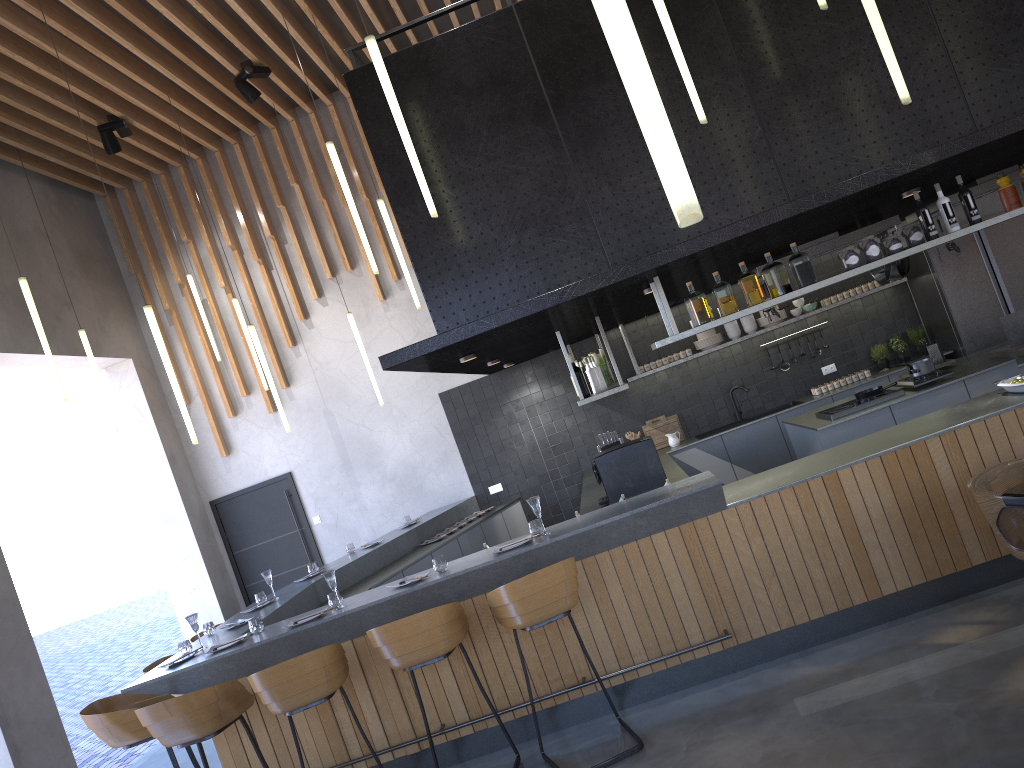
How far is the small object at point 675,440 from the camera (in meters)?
9.28

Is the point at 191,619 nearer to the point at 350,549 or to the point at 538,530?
the point at 538,530

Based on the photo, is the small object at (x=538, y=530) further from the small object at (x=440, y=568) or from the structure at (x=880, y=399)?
the structure at (x=880, y=399)

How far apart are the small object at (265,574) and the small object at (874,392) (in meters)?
4.99

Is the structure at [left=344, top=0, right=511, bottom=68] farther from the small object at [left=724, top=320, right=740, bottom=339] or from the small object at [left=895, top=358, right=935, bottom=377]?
the small object at [left=724, top=320, right=740, bottom=339]

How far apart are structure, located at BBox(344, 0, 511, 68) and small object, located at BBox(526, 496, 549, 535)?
2.82m

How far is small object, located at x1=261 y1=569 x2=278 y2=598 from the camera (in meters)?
6.91

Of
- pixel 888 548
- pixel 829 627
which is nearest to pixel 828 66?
pixel 888 548

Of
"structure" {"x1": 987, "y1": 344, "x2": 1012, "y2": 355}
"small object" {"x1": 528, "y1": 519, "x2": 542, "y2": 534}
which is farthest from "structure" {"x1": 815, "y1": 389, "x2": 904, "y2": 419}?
"small object" {"x1": 528, "y1": 519, "x2": 542, "y2": 534}

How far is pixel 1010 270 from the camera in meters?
8.5 m
